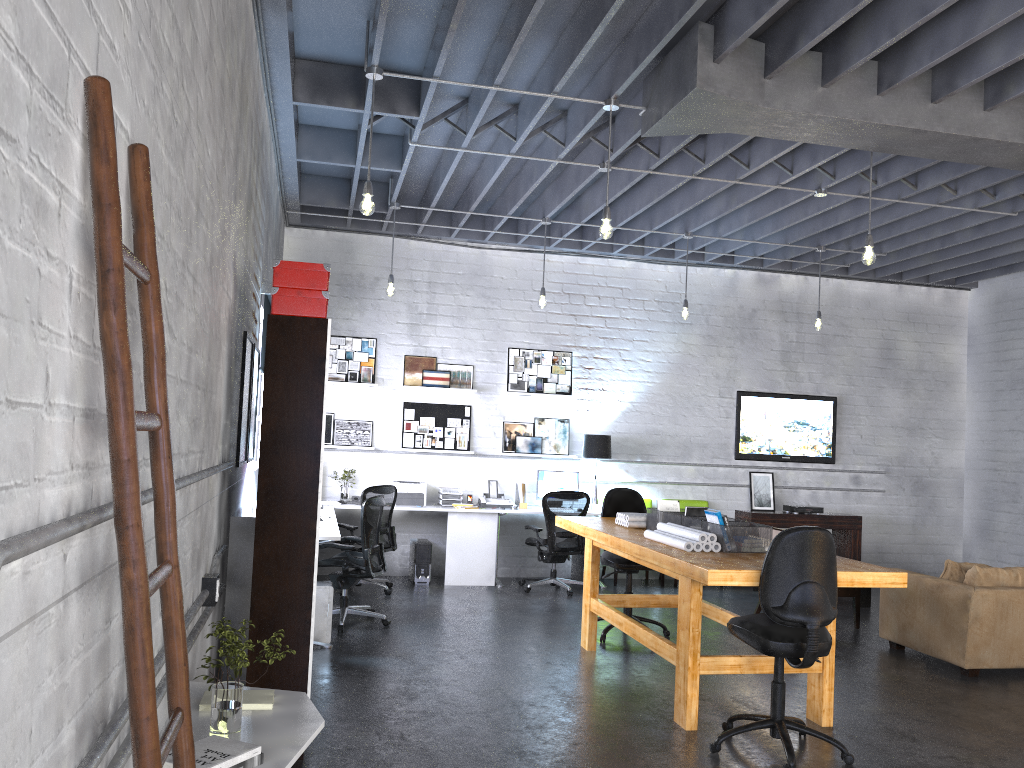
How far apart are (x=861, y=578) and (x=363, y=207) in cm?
342

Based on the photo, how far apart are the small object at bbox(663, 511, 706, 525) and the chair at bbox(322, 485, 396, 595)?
3.35m

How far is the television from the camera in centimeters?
1043cm

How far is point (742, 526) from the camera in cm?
510

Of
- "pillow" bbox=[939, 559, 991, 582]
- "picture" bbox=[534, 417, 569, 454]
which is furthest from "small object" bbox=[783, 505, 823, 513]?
"pillow" bbox=[939, 559, 991, 582]

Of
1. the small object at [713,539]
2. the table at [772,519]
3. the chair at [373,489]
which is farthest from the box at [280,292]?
the table at [772,519]

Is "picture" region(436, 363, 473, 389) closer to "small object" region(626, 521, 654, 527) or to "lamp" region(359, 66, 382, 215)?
"small object" region(626, 521, 654, 527)

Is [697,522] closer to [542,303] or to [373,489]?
[542,303]

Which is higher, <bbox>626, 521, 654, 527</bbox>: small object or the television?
the television

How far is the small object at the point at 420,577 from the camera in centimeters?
902cm
